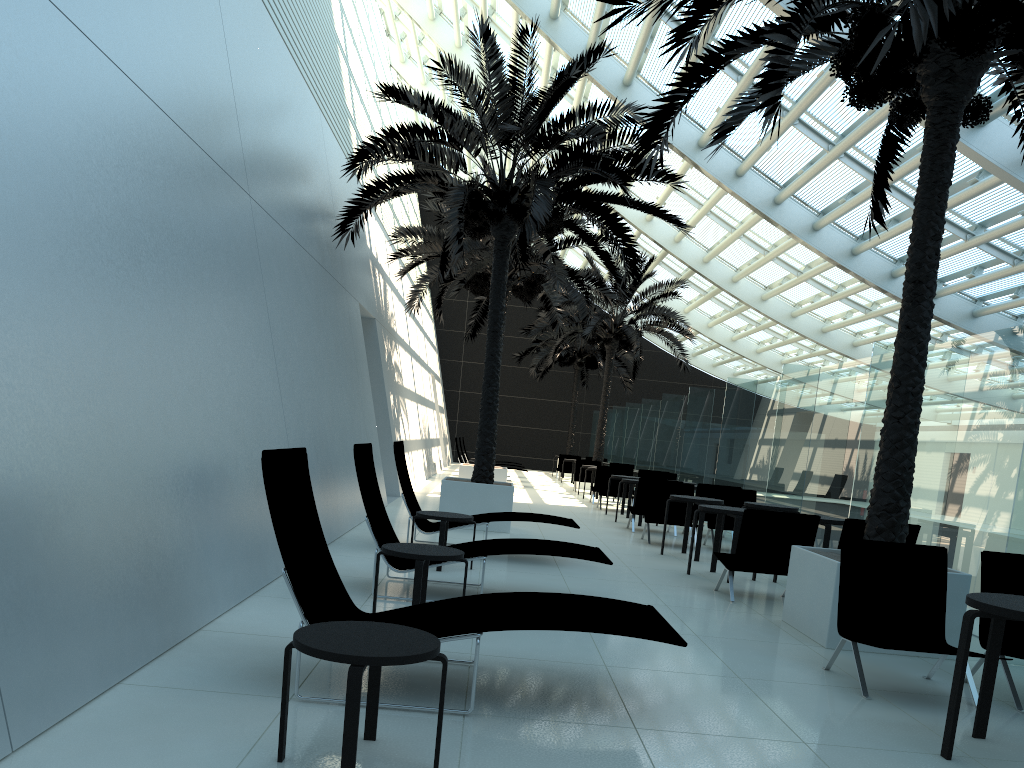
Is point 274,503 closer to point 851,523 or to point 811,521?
point 811,521

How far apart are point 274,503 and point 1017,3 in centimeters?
596cm

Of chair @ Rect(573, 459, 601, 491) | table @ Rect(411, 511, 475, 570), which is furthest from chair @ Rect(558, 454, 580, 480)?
table @ Rect(411, 511, 475, 570)

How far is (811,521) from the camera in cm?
789

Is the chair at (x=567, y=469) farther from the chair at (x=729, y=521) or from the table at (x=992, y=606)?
the table at (x=992, y=606)

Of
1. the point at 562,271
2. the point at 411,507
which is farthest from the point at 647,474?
the point at 411,507

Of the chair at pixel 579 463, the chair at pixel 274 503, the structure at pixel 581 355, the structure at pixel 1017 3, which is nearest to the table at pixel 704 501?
the structure at pixel 1017 3

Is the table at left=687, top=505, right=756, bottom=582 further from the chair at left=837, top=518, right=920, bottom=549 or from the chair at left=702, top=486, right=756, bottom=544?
the chair at left=702, top=486, right=756, bottom=544

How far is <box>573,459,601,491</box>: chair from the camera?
24.10m

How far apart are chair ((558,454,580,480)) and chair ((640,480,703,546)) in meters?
16.9 m
